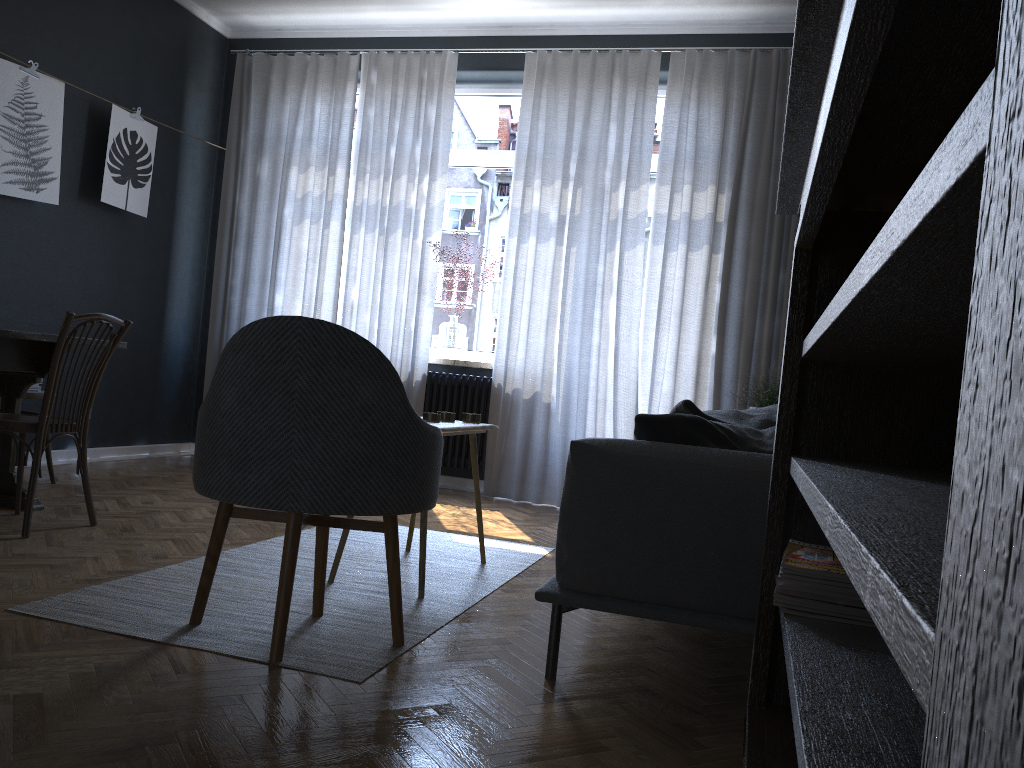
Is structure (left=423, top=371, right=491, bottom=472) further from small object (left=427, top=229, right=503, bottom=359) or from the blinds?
small object (left=427, top=229, right=503, bottom=359)

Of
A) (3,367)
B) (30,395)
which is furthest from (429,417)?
(30,395)

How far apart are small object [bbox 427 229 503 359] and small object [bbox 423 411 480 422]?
2.40m

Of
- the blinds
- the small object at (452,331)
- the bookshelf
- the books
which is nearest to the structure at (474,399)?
the blinds

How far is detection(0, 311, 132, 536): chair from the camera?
3.14m

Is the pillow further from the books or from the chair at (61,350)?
the chair at (61,350)

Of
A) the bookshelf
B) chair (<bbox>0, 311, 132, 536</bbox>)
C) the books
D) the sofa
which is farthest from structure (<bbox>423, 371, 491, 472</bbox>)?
the books

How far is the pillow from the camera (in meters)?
2.21

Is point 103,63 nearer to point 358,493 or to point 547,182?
point 547,182

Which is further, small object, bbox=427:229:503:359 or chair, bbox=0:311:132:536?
small object, bbox=427:229:503:359
